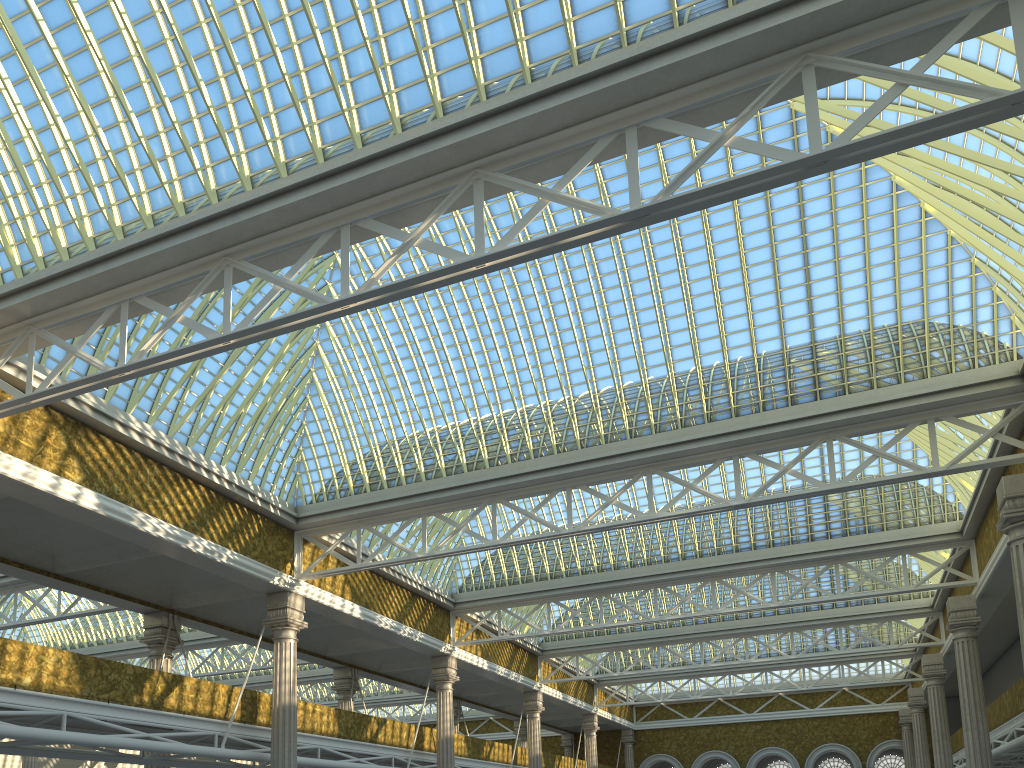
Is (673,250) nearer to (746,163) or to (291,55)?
(746,163)

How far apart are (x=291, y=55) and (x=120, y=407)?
10.46m

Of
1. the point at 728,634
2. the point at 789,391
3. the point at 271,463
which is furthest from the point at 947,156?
the point at 728,634

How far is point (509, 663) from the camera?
40.20m
